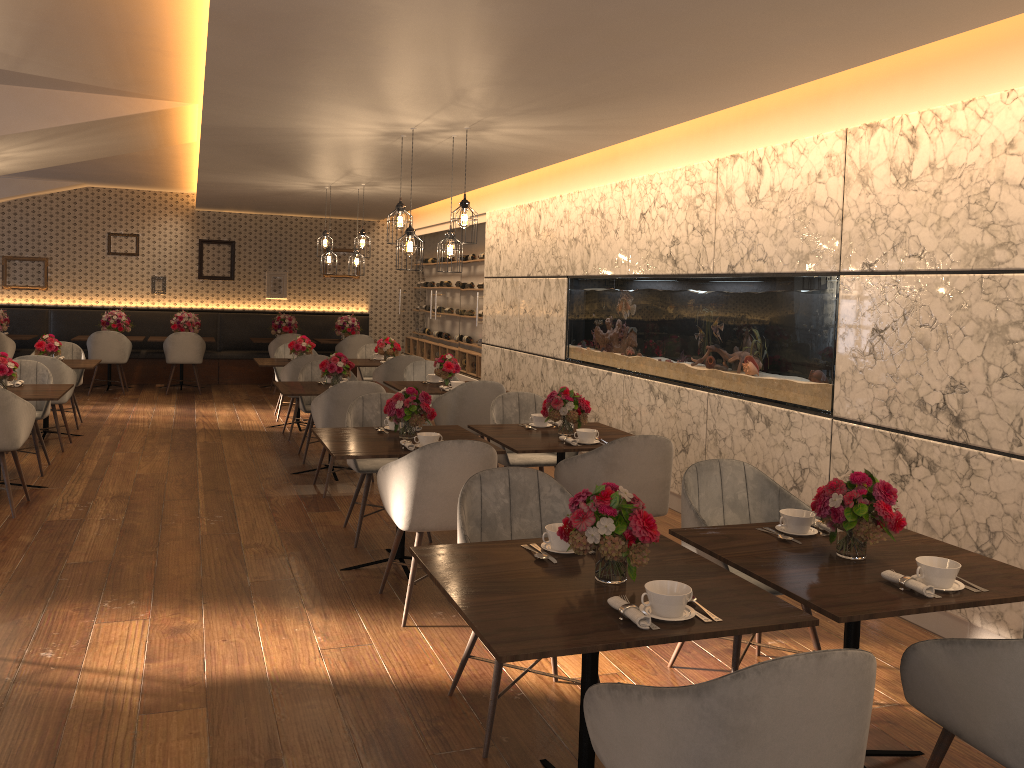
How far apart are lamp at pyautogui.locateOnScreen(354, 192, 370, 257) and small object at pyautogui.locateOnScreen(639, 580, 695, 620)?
7.6m

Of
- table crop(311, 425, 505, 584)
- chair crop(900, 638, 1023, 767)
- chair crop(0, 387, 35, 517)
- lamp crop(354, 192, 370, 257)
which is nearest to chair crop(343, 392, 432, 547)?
table crop(311, 425, 505, 584)

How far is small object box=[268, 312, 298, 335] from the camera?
13.1 meters

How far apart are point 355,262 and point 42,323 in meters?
6.0 m

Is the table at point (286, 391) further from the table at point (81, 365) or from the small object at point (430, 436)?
the small object at point (430, 436)

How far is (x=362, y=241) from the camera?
9.48m

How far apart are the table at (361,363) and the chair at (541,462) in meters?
4.0

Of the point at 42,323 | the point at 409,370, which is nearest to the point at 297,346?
the point at 409,370

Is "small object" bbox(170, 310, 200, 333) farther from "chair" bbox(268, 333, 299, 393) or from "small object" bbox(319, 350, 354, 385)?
"small object" bbox(319, 350, 354, 385)

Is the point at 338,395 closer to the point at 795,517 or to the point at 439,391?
the point at 439,391
